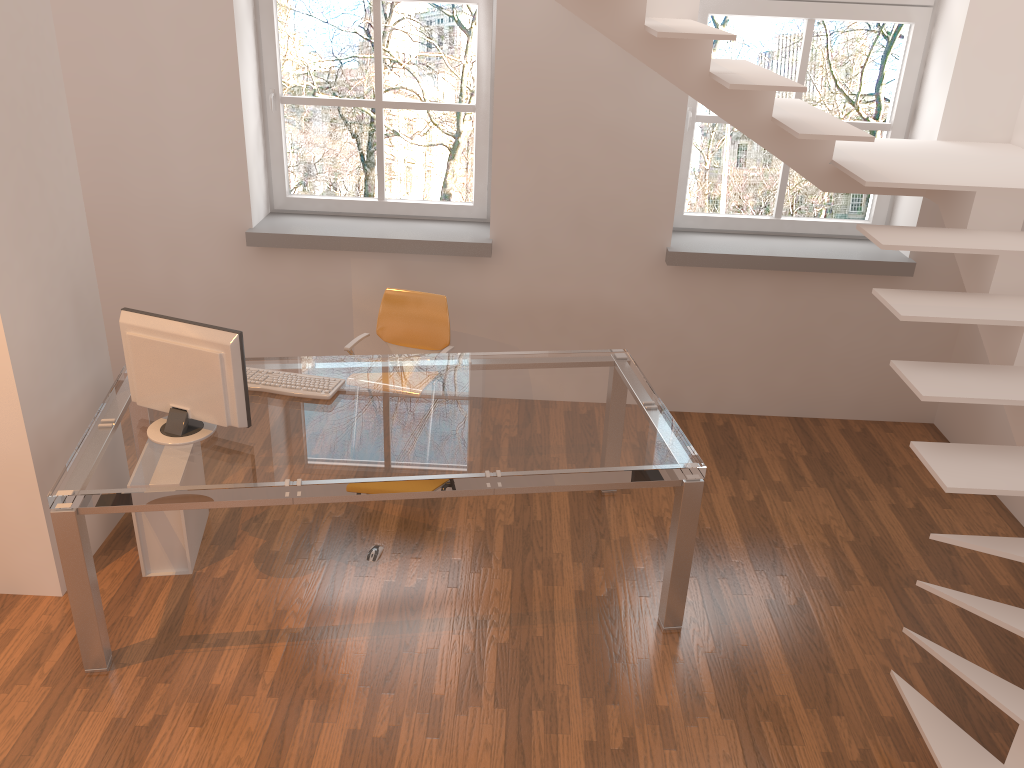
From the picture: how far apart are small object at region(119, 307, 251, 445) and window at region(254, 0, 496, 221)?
2.0 meters

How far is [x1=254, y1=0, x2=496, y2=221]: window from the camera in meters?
4.7

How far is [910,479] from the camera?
4.67m

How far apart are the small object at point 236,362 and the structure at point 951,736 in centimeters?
192cm

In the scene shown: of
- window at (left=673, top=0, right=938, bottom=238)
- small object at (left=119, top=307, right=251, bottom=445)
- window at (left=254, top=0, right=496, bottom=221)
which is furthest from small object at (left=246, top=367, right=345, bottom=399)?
window at (left=673, top=0, right=938, bottom=238)

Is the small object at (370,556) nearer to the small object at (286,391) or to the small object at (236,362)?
the small object at (286,391)

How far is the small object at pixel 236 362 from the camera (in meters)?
3.12

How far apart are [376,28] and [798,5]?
2.22m

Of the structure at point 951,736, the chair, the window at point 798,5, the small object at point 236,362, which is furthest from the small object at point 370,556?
the window at point 798,5

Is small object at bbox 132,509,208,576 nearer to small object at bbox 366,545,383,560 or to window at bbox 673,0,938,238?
small object at bbox 366,545,383,560
